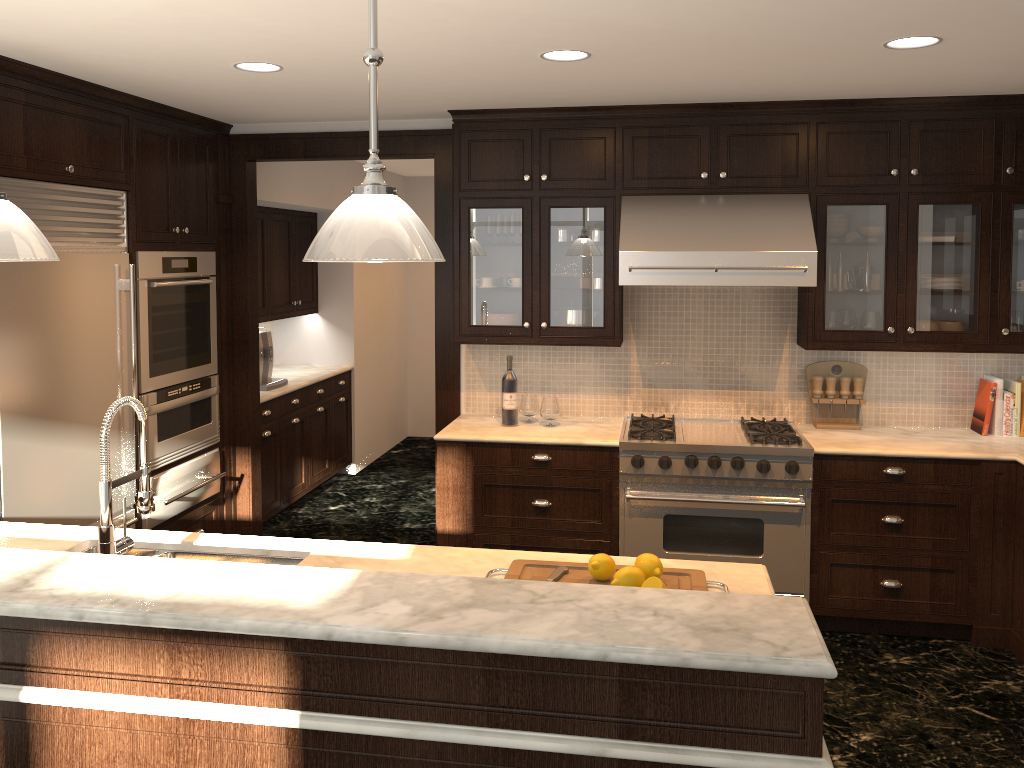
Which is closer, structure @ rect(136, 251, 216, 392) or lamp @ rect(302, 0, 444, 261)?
lamp @ rect(302, 0, 444, 261)

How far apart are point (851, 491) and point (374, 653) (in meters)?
3.10

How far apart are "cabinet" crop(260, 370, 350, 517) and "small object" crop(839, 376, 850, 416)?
3.5 meters

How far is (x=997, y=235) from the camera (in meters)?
4.26

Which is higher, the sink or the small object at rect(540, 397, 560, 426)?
the small object at rect(540, 397, 560, 426)

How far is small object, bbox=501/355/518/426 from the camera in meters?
4.7 m

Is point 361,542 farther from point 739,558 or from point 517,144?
point 517,144

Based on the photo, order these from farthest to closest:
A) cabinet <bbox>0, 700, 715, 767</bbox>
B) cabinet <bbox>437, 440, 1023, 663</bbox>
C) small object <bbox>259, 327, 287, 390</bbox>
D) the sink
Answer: small object <bbox>259, 327, 287, 390</bbox> → cabinet <bbox>437, 440, 1023, 663</bbox> → the sink → cabinet <bbox>0, 700, 715, 767</bbox>

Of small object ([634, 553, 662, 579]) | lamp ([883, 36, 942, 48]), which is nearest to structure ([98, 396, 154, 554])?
small object ([634, 553, 662, 579])

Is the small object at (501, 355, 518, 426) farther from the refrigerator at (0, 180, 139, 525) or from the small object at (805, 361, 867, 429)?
the refrigerator at (0, 180, 139, 525)
